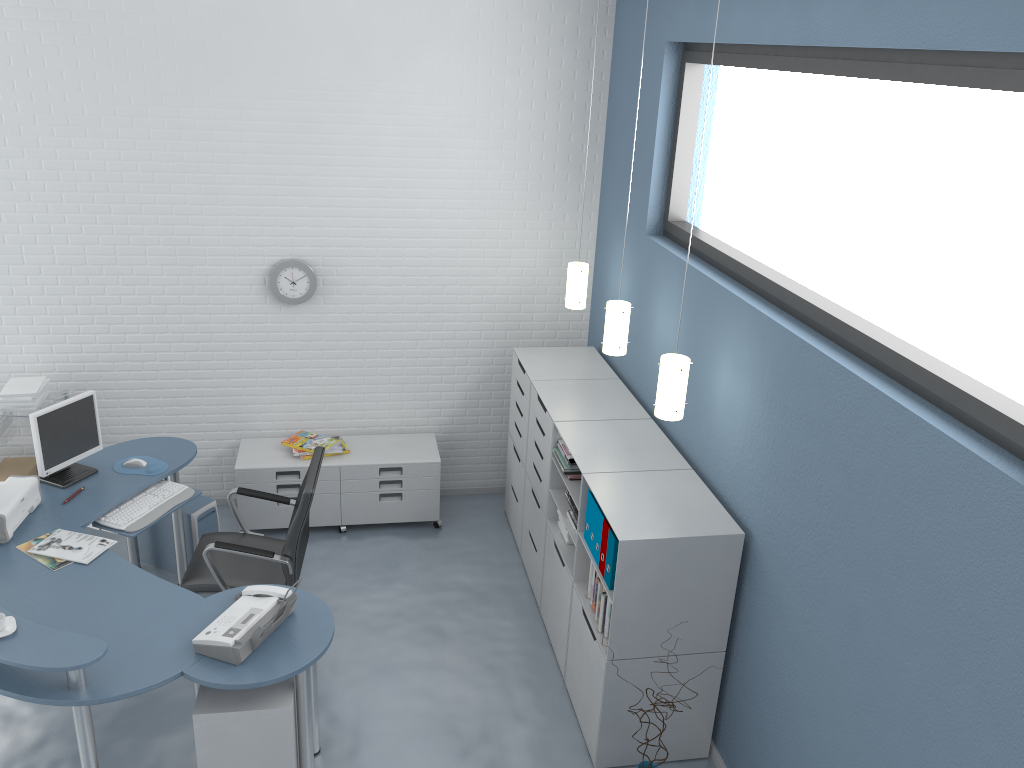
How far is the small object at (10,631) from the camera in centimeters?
311cm

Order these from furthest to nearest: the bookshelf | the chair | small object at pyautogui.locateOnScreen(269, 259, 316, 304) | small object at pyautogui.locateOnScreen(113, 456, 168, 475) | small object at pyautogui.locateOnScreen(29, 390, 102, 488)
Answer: small object at pyautogui.locateOnScreen(269, 259, 316, 304)
small object at pyautogui.locateOnScreen(113, 456, 168, 475)
small object at pyautogui.locateOnScreen(29, 390, 102, 488)
the chair
the bookshelf

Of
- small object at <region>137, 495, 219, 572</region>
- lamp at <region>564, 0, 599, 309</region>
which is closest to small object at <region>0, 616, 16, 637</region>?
small object at <region>137, 495, 219, 572</region>

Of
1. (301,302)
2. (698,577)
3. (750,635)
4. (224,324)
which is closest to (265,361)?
(224,324)

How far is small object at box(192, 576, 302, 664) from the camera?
3.23m

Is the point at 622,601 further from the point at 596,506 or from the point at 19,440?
the point at 19,440

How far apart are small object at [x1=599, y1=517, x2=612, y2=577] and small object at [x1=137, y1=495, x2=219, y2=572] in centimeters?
243cm

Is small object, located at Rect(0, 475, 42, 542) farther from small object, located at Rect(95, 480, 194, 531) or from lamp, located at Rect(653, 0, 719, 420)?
lamp, located at Rect(653, 0, 719, 420)

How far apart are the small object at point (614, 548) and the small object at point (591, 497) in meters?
0.3 m

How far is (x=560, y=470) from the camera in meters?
4.4 m
